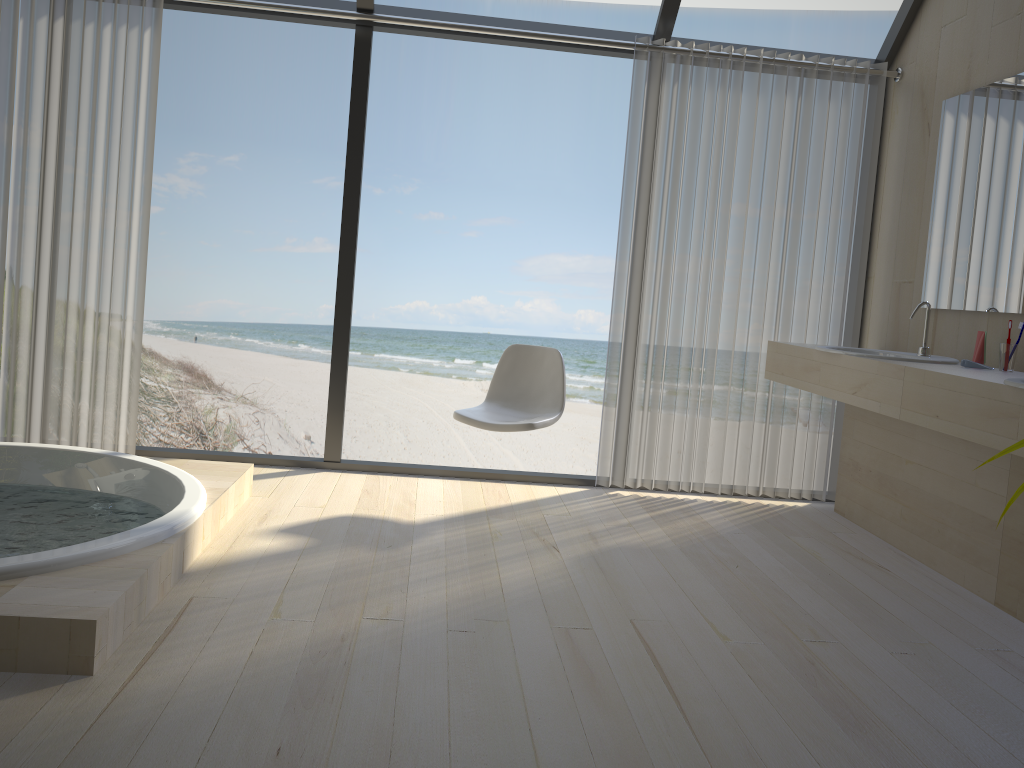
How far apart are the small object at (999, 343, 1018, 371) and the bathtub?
2.72m

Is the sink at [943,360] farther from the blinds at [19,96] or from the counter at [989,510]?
the blinds at [19,96]

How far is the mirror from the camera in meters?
3.2

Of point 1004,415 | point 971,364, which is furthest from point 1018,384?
point 971,364

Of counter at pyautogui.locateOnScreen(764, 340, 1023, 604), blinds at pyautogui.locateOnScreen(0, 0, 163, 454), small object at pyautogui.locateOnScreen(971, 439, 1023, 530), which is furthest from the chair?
small object at pyautogui.locateOnScreen(971, 439, 1023, 530)

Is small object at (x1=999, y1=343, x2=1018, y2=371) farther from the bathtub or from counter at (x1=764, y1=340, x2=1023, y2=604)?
the bathtub

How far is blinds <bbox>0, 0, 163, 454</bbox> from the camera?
3.8m

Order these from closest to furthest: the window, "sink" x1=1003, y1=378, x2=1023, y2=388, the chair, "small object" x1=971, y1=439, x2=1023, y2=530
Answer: "small object" x1=971, y1=439, x2=1023, y2=530
"sink" x1=1003, y1=378, x2=1023, y2=388
the chair
the window

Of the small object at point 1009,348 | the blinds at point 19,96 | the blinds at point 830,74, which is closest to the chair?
the blinds at point 830,74

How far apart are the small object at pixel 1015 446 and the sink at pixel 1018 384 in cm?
177
